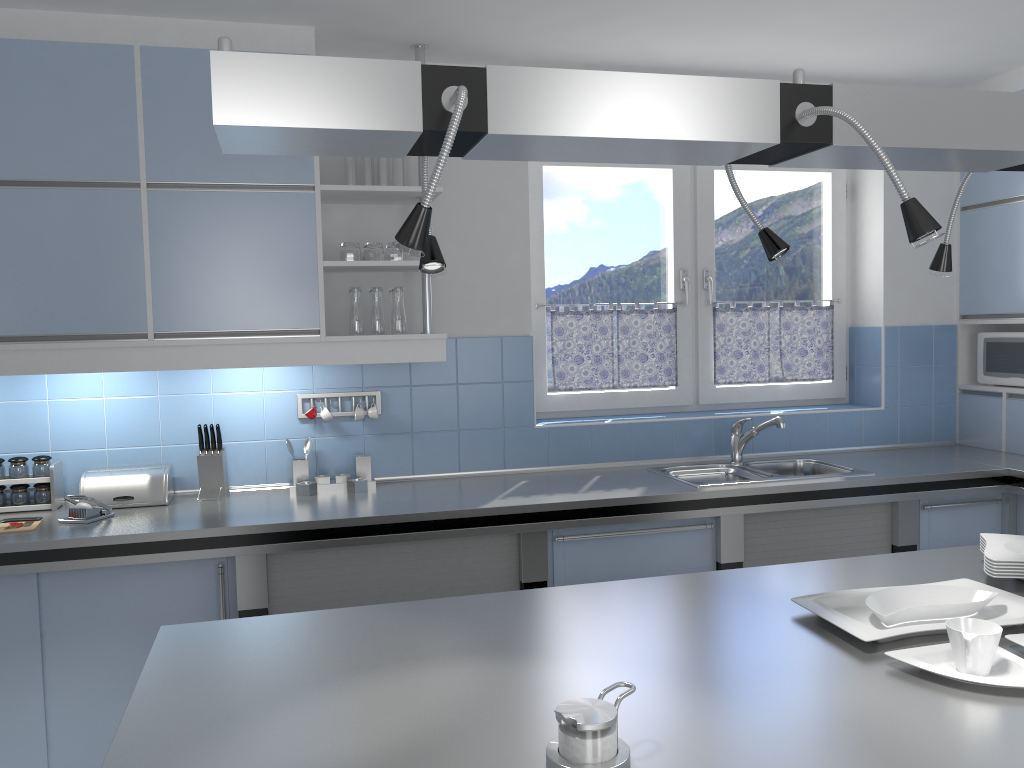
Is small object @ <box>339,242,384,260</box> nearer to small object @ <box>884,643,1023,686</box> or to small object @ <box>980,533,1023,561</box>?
small object @ <box>980,533,1023,561</box>

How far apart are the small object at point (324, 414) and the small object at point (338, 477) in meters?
0.2 m

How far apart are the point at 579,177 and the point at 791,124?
2.78m

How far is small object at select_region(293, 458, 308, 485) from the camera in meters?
3.5

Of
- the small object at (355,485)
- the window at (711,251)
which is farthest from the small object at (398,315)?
the window at (711,251)

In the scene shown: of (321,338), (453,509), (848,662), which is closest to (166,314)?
(321,338)

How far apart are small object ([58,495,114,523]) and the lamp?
2.05m

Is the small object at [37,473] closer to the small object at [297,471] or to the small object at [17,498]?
the small object at [17,498]

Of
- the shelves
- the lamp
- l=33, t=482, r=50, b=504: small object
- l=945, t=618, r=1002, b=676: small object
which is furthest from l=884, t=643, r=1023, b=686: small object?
l=33, t=482, r=50, b=504: small object

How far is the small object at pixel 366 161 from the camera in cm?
341
